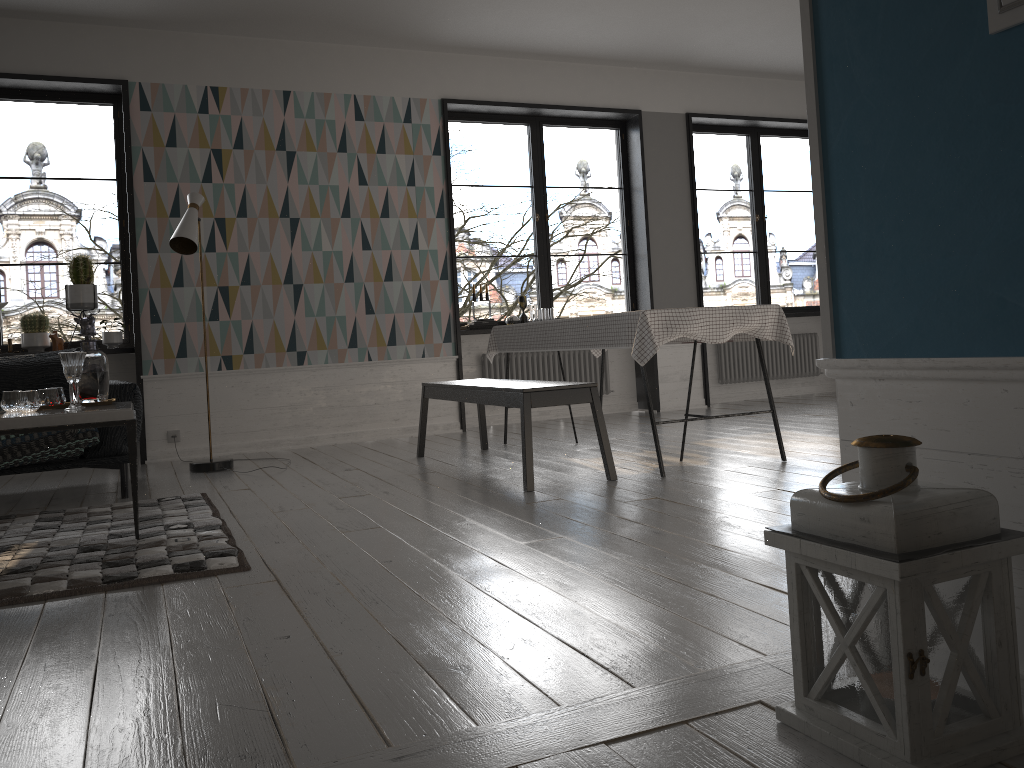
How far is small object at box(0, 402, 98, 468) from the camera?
4.21m

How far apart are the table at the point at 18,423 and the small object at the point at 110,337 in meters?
2.6

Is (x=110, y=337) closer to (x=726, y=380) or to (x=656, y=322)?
(x=656, y=322)

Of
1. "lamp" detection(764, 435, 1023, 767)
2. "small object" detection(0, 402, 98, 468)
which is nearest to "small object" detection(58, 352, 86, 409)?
"small object" detection(0, 402, 98, 468)

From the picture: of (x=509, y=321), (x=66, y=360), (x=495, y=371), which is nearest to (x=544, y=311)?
(x=509, y=321)

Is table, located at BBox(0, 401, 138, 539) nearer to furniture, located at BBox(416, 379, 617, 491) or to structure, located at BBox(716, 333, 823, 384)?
furniture, located at BBox(416, 379, 617, 491)

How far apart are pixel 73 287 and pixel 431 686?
5.0m

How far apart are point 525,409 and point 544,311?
3.3 meters

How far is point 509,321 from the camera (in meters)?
7.17

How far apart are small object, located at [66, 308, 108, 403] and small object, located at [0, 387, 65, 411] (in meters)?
0.08
